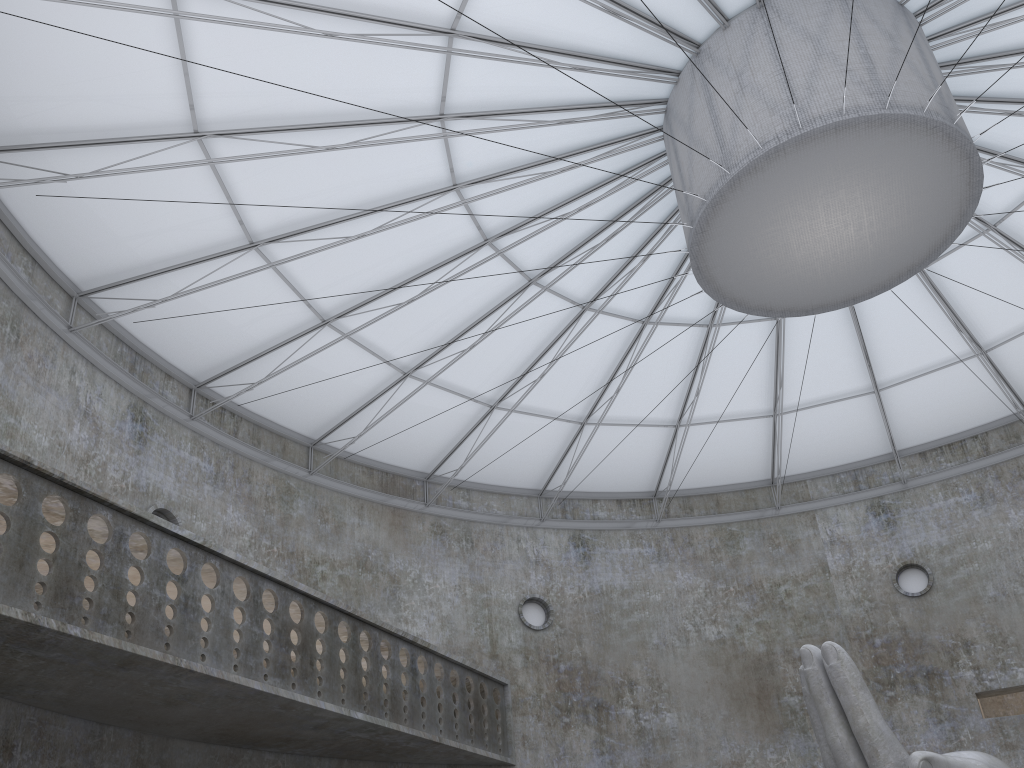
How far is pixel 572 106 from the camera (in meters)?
22.84

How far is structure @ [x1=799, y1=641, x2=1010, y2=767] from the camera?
14.7 meters

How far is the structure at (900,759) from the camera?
14.7 meters

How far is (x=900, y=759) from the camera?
14.7 meters
